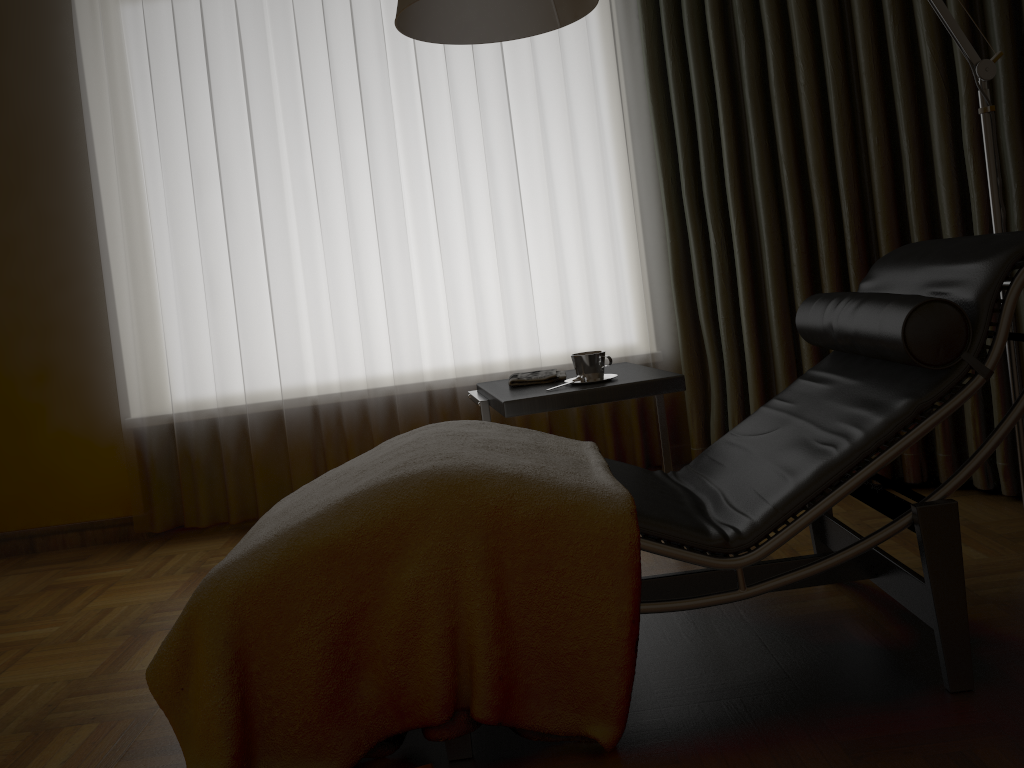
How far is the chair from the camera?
1.6 meters

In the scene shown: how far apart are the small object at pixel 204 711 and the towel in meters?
0.5 m

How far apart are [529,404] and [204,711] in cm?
109

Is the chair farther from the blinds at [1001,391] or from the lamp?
the blinds at [1001,391]

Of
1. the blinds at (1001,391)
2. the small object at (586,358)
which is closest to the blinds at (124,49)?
the blinds at (1001,391)

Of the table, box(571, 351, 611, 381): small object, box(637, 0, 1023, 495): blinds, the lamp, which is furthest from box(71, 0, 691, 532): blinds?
the lamp

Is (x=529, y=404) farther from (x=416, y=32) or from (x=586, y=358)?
(x=416, y=32)

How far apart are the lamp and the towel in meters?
0.9

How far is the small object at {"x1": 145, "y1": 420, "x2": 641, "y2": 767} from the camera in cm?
156

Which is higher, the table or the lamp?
the lamp
